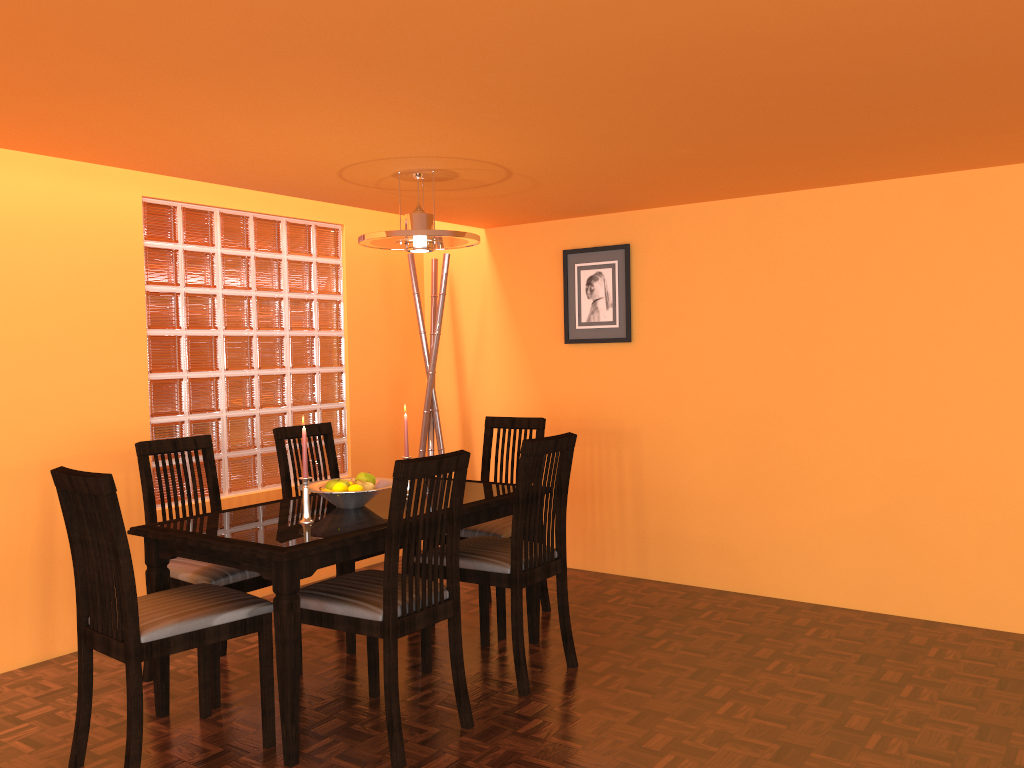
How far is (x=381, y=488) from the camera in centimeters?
282cm

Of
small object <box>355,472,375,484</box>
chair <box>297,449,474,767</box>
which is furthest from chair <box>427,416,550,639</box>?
chair <box>297,449,474,767</box>

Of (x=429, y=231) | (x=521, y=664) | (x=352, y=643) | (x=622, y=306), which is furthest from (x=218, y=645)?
(x=622, y=306)

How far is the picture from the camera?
4.1 meters

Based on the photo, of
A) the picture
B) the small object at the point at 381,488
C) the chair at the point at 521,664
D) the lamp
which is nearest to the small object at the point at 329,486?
Result: the small object at the point at 381,488

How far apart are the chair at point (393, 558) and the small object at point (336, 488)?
0.29m

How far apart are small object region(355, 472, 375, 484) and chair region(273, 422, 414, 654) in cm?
40

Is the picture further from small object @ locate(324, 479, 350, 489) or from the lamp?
small object @ locate(324, 479, 350, 489)

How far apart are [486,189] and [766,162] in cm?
107

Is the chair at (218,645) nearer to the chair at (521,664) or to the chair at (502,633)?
the chair at (521,664)
